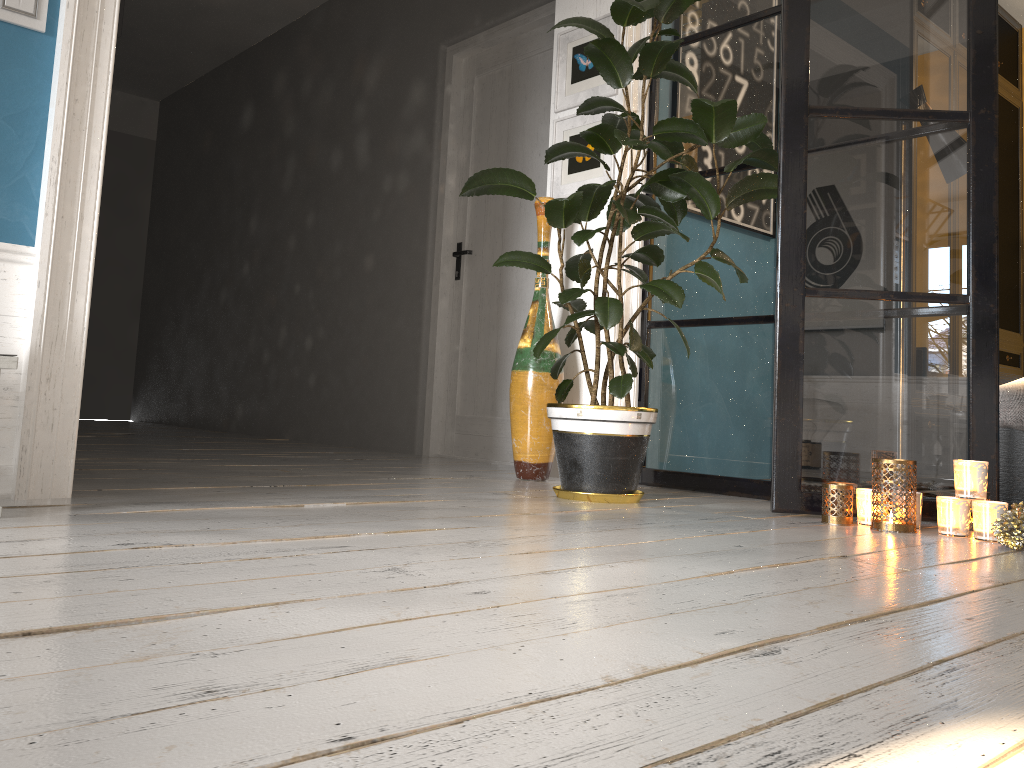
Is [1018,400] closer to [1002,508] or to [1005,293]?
[1002,508]

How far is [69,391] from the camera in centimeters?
216cm

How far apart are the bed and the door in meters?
2.1

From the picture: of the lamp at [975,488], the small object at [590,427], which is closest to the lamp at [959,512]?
the lamp at [975,488]

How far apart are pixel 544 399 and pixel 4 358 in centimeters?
199cm

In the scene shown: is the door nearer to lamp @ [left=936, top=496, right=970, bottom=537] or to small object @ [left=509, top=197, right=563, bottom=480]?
small object @ [left=509, top=197, right=563, bottom=480]

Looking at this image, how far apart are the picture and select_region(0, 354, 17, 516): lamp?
2.4m

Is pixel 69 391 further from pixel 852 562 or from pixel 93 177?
pixel 852 562

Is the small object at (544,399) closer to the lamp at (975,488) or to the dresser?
the lamp at (975,488)

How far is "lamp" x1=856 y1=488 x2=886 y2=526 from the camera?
2.4m
